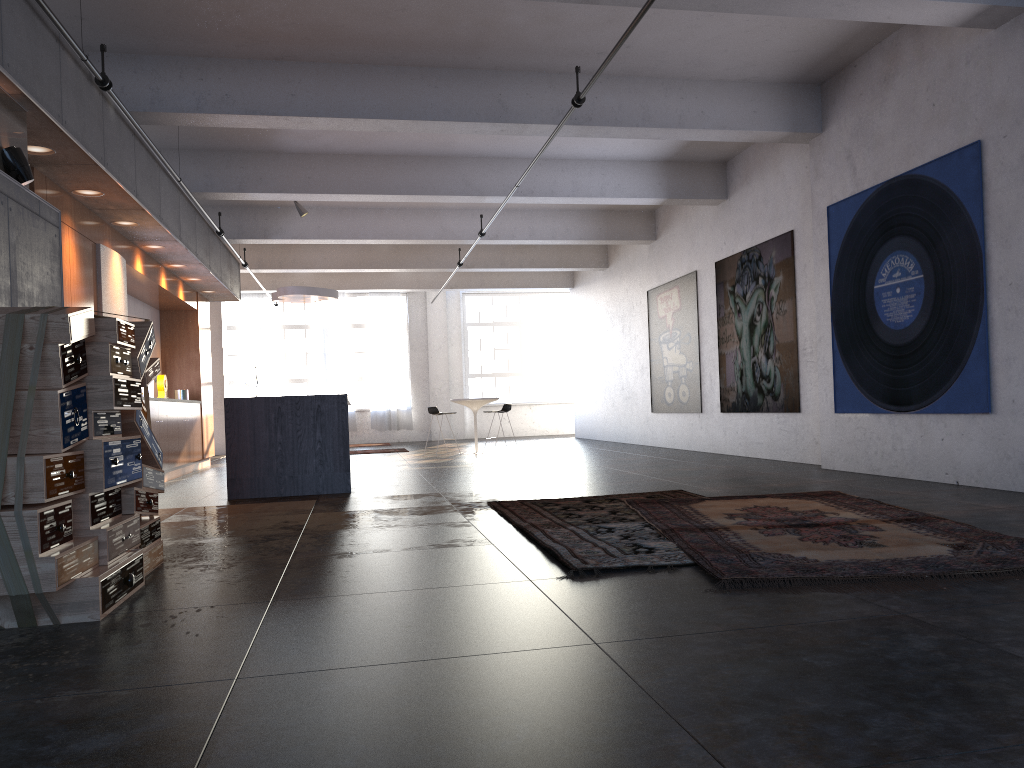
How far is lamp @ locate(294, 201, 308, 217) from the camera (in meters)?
13.01

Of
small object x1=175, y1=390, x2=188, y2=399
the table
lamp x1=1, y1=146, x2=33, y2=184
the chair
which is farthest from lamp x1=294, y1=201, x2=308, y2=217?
lamp x1=1, y1=146, x2=33, y2=184

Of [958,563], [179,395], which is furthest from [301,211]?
[958,563]

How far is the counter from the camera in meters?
8.5

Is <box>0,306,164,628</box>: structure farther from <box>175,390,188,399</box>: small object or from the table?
the table

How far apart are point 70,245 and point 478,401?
8.25m

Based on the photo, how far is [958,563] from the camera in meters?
3.7

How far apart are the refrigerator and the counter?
1.45m

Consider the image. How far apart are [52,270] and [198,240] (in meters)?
5.62

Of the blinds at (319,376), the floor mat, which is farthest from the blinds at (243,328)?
the floor mat
